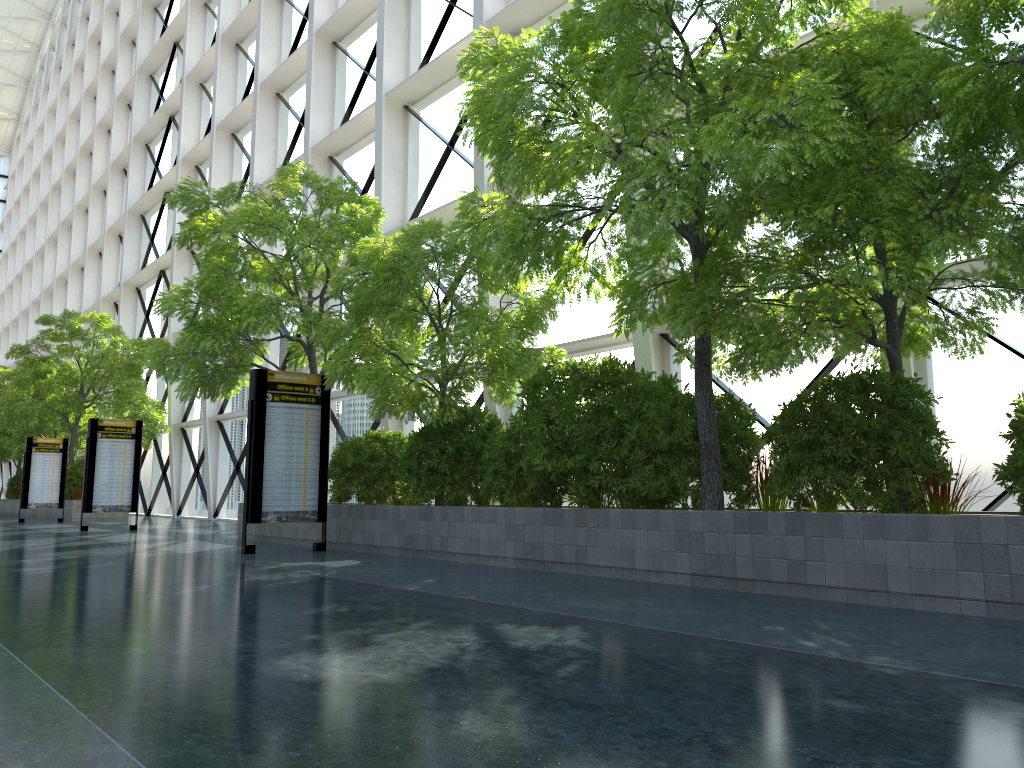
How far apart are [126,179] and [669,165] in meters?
43.9

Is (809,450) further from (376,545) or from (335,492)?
(335,492)
